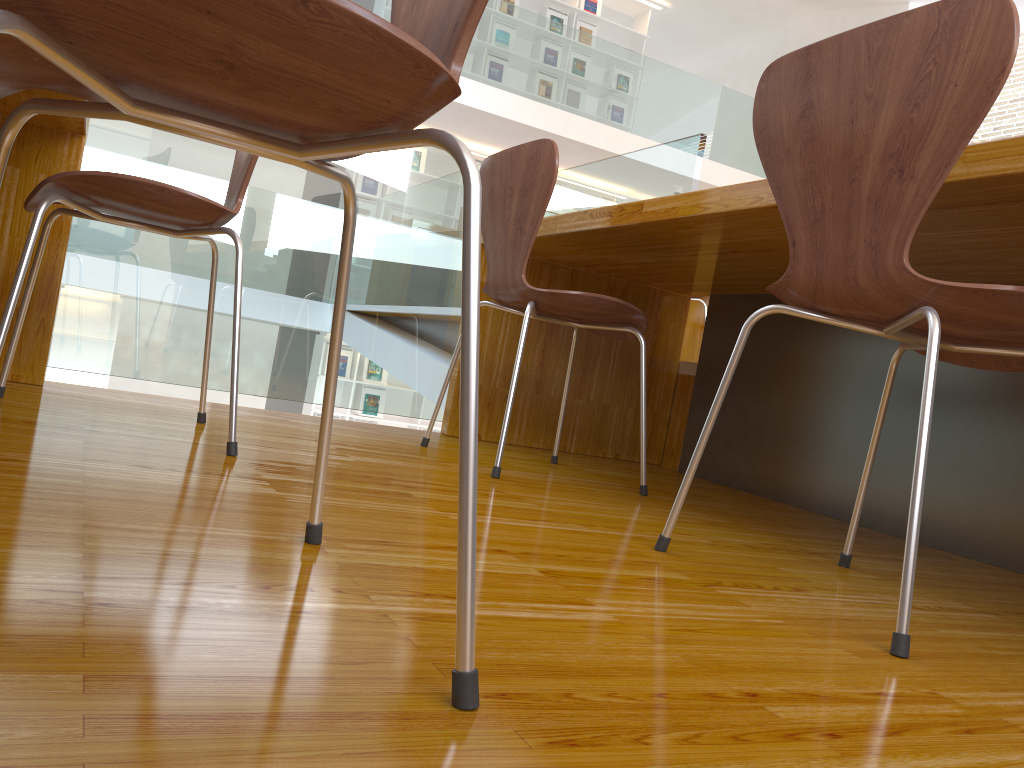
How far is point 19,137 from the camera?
1.9m

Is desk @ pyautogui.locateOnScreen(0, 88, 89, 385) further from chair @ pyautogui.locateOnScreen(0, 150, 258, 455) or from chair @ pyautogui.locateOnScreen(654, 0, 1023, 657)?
chair @ pyautogui.locateOnScreen(654, 0, 1023, 657)

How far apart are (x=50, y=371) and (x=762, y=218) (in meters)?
7.13

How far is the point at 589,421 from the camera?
2.7 meters

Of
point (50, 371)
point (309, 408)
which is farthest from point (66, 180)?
point (309, 408)

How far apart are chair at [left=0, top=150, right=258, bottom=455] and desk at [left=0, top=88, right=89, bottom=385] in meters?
0.2 m

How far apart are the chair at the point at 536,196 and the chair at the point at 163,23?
0.85m

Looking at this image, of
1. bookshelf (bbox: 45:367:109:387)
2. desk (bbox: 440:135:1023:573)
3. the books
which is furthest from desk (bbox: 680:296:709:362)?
the books

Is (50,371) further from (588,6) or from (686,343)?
(588,6)

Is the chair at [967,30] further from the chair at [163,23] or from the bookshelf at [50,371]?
the bookshelf at [50,371]
